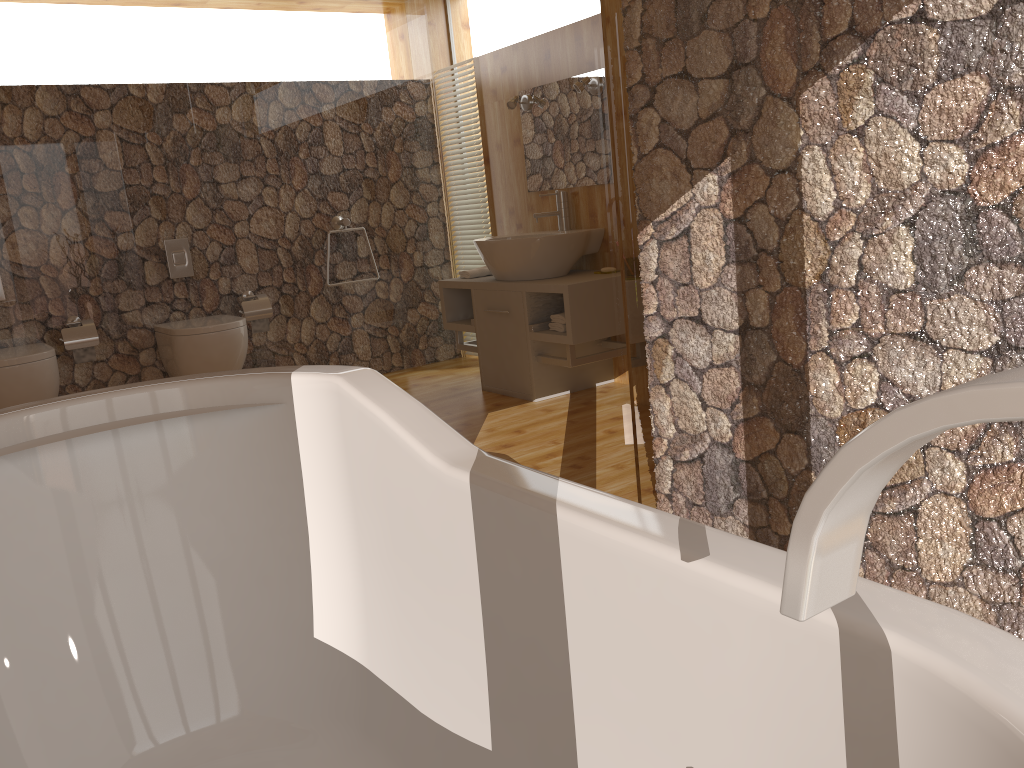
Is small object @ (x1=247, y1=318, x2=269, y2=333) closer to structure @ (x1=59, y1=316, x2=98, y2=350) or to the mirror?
structure @ (x1=59, y1=316, x2=98, y2=350)

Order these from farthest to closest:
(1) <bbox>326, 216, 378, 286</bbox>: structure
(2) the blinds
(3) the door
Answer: (2) the blinds → (1) <bbox>326, 216, 378, 286</bbox>: structure → (3) the door

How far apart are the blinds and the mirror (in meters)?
0.49

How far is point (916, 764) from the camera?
0.7m

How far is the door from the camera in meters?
3.0

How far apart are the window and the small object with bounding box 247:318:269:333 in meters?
2.0

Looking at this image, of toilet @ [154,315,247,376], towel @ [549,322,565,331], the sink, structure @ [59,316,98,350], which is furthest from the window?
structure @ [59,316,98,350]

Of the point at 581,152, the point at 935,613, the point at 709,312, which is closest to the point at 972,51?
the point at 709,312

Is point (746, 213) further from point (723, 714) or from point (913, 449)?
point (913, 449)

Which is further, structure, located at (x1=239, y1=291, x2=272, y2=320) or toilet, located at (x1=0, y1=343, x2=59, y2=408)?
structure, located at (x1=239, y1=291, x2=272, y2=320)
